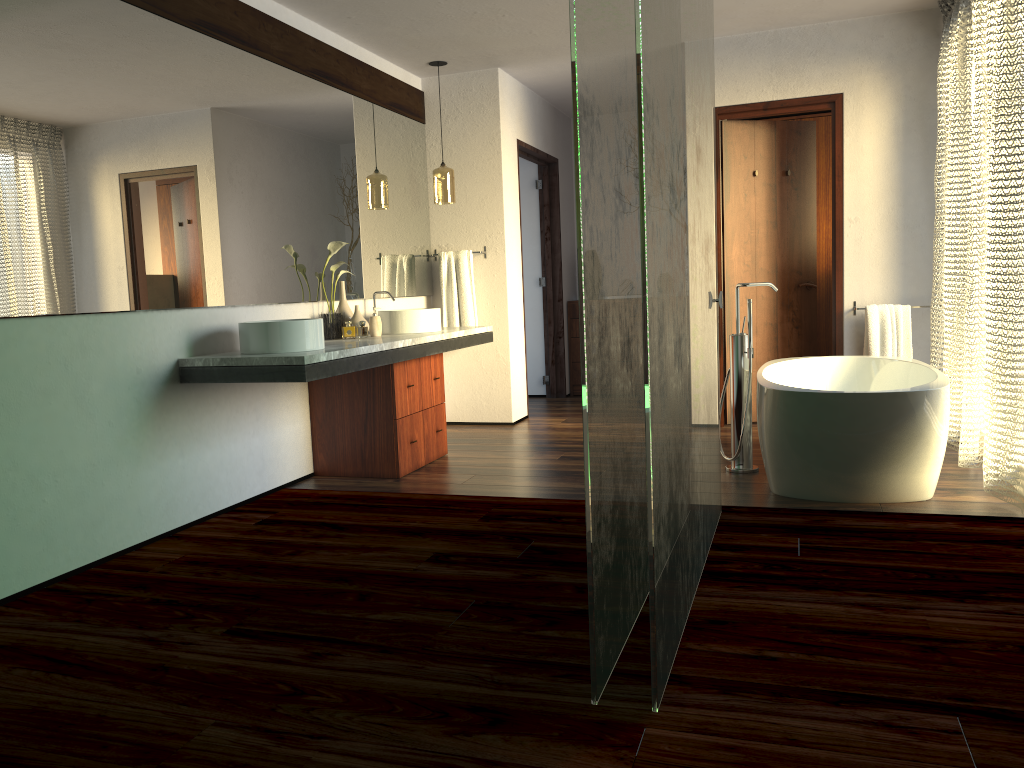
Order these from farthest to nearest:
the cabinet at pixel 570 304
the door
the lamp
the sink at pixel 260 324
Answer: the cabinet at pixel 570 304
the lamp
the door
the sink at pixel 260 324

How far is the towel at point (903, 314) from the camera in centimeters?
509cm

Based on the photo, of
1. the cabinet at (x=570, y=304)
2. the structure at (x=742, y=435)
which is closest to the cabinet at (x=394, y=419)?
the structure at (x=742, y=435)

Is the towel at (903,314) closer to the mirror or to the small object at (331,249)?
the mirror

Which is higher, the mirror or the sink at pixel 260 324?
the mirror

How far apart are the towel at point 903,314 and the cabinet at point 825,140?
1.4m

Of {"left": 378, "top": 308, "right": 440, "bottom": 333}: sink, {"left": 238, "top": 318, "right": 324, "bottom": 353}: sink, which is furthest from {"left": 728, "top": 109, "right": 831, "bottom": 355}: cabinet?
{"left": 238, "top": 318, "right": 324, "bottom": 353}: sink

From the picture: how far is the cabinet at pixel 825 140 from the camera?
6.5m

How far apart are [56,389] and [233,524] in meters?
1.0 m

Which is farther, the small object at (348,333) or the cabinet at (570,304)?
the cabinet at (570,304)
